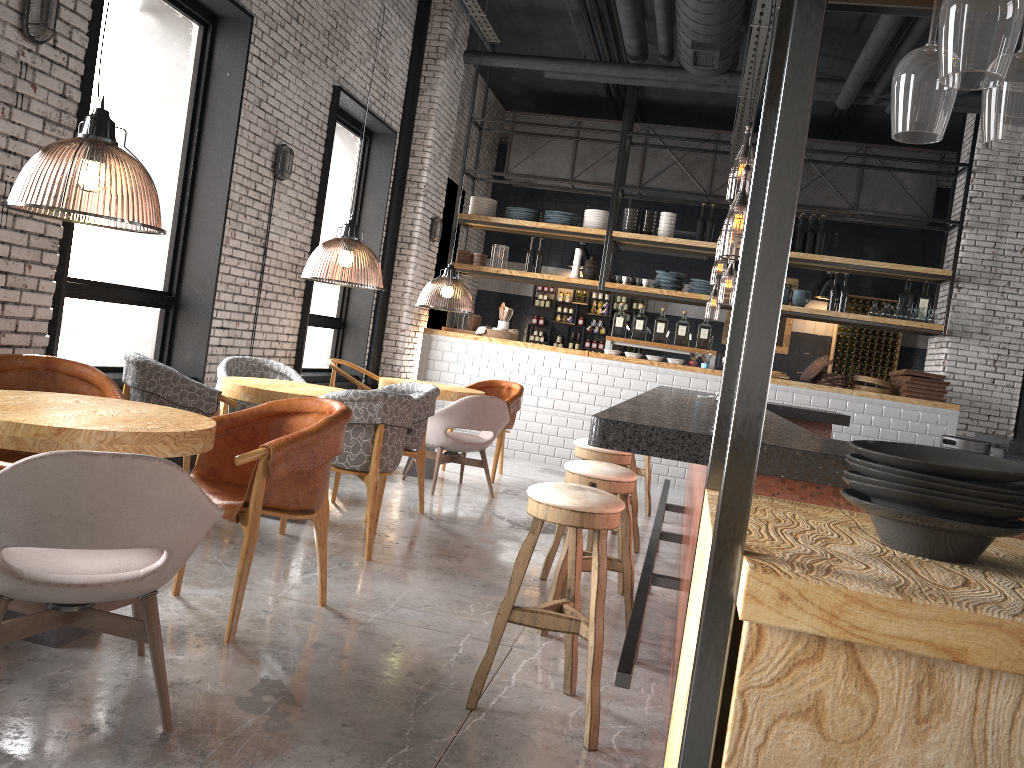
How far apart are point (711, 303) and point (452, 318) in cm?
1432

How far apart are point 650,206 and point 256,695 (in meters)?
11.72

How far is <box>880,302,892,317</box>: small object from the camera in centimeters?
981cm

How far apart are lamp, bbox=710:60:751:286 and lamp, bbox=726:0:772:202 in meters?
1.0

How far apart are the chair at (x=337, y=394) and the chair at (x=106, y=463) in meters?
1.8

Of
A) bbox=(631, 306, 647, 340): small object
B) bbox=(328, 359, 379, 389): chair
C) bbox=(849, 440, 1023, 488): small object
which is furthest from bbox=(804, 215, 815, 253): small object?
bbox=(849, 440, 1023, 488): small object

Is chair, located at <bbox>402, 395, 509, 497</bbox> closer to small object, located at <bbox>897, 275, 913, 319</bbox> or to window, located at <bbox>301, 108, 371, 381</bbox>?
window, located at <bbox>301, 108, 371, 381</bbox>

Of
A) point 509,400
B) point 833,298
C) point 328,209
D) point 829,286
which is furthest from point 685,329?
point 328,209

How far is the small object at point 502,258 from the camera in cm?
1070

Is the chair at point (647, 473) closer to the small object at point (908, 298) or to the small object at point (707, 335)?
the small object at point (707, 335)
